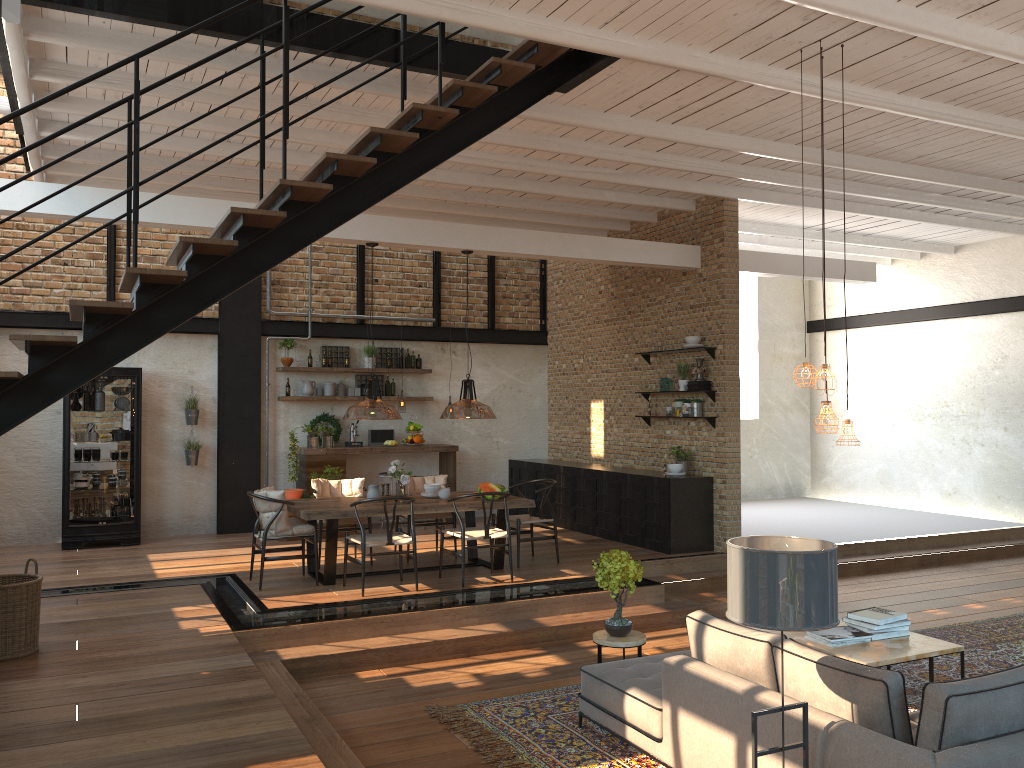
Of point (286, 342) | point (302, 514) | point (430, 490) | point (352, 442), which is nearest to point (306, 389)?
point (286, 342)

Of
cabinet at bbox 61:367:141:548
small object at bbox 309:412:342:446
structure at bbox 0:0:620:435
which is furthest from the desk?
structure at bbox 0:0:620:435

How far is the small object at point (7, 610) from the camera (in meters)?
5.75

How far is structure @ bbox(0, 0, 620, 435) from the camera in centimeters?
483cm

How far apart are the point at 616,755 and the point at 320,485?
5.2 meters

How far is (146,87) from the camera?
5.48m

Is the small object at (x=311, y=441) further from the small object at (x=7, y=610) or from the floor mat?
the floor mat

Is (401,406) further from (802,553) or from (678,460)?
(802,553)

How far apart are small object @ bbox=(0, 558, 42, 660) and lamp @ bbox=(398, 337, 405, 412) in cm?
899

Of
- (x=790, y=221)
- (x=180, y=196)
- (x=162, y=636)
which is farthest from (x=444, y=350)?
(x=162, y=636)
